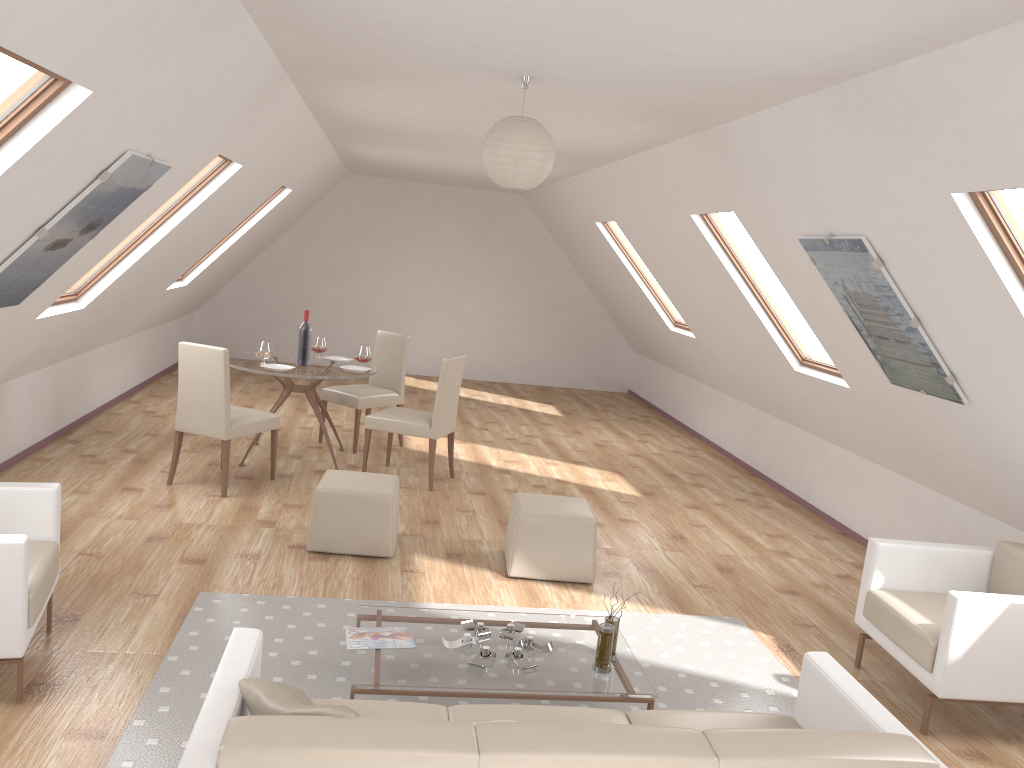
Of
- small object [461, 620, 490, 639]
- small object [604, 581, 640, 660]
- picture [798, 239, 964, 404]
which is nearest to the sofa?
small object [604, 581, 640, 660]

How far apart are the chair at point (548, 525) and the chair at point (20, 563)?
2.31m

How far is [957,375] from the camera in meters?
4.3 m

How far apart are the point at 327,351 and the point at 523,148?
8.6 meters

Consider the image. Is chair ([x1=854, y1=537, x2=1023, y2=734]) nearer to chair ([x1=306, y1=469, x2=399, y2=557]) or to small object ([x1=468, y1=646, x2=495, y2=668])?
small object ([x1=468, y1=646, x2=495, y2=668])

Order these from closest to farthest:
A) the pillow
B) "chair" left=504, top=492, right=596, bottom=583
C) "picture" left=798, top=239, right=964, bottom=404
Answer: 1. the pillow
2. "picture" left=798, top=239, right=964, bottom=404
3. "chair" left=504, top=492, right=596, bottom=583

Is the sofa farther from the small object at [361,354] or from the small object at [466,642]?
the small object at [361,354]

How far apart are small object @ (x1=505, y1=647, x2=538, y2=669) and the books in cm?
41

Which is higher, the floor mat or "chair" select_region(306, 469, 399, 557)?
"chair" select_region(306, 469, 399, 557)

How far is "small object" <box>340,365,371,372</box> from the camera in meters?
7.0
